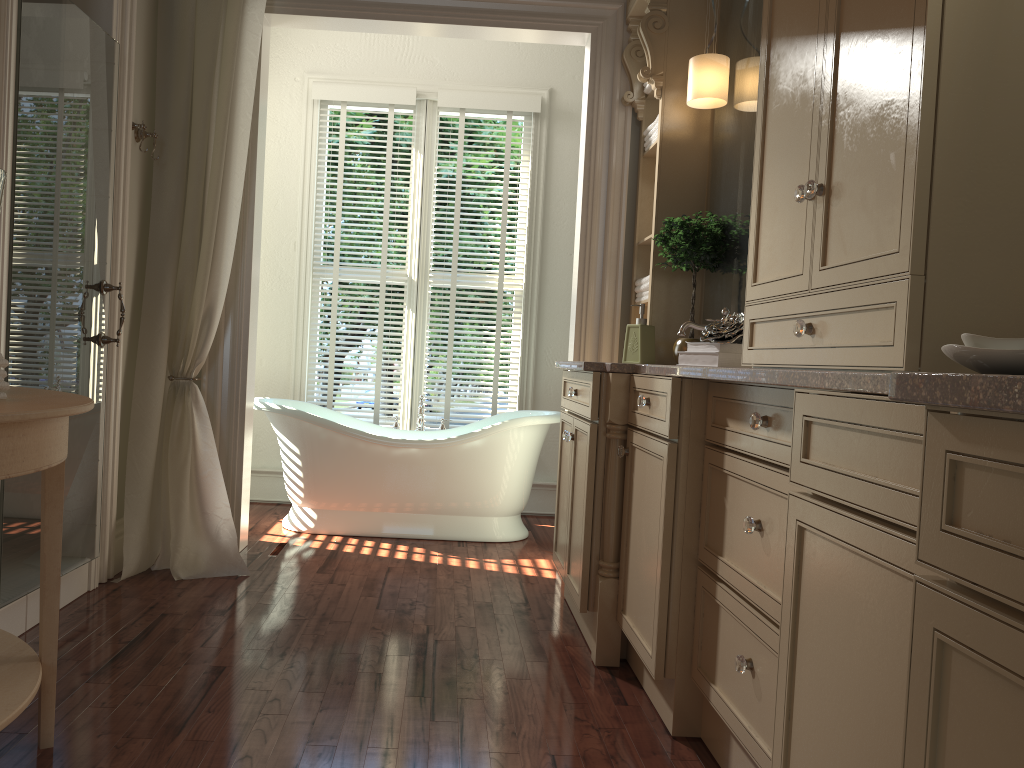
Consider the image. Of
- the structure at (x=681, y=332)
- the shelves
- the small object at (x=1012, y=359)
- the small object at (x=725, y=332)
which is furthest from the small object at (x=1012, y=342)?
the shelves

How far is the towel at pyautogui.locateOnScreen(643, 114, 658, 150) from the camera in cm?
367

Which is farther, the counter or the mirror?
the mirror

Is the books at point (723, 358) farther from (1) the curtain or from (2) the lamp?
(1) the curtain

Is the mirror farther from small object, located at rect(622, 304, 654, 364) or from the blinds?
the blinds

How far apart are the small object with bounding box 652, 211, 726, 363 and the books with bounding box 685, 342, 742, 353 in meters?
0.8 m

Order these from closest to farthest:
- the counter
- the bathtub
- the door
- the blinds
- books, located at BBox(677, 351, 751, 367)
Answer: the counter → books, located at BBox(677, 351, 751, 367) → the door → the bathtub → the blinds

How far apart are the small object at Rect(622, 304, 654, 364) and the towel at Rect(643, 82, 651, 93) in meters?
1.0 m

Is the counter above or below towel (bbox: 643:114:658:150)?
below

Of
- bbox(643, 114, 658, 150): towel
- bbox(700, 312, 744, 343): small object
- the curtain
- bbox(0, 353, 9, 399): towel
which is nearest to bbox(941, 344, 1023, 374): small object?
bbox(700, 312, 744, 343): small object
